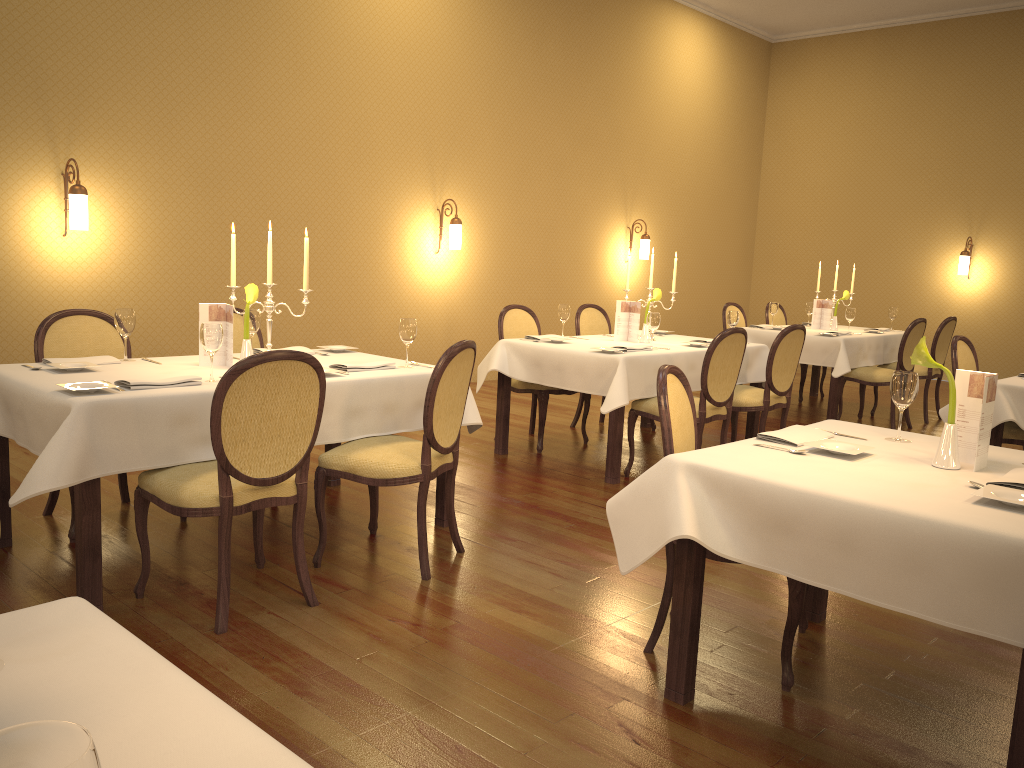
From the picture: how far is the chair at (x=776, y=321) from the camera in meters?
9.1 m

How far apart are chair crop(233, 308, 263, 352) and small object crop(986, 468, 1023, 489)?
3.7 meters

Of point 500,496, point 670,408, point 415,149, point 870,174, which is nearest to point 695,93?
point 870,174

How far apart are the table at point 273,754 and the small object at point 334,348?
3.3 meters

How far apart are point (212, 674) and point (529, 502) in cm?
229

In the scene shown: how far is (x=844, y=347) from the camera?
7.22m

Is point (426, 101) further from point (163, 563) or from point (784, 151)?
point (784, 151)

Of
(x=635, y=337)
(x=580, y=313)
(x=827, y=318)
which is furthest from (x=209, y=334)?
(x=827, y=318)

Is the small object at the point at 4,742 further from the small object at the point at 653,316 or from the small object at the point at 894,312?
the small object at the point at 894,312

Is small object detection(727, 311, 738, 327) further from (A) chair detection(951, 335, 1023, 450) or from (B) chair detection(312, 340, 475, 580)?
(B) chair detection(312, 340, 475, 580)
